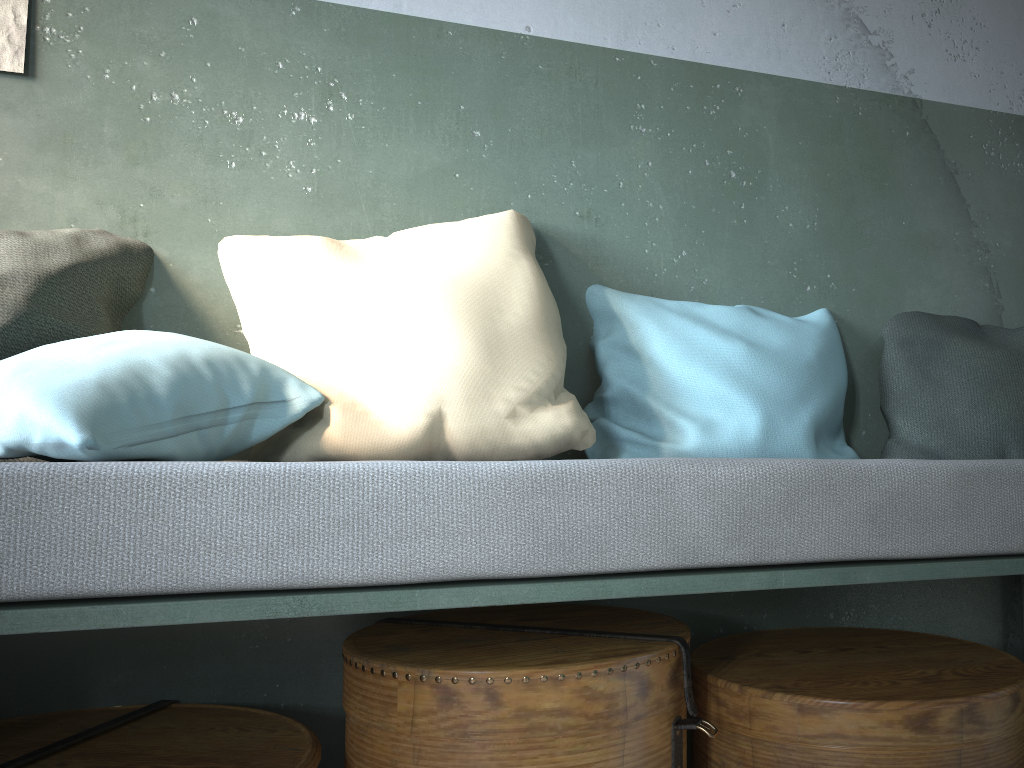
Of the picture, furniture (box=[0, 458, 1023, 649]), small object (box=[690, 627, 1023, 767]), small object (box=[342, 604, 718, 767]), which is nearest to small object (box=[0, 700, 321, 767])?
small object (box=[342, 604, 718, 767])

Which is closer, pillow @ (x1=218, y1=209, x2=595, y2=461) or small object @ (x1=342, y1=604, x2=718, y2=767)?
small object @ (x1=342, y1=604, x2=718, y2=767)

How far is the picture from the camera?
1.8m

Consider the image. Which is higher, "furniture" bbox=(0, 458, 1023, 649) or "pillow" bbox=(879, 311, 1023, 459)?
"pillow" bbox=(879, 311, 1023, 459)

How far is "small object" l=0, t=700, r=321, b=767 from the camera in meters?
1.4 m

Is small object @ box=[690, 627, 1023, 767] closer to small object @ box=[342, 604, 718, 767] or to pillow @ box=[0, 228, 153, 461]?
small object @ box=[342, 604, 718, 767]

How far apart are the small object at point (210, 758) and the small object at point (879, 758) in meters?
0.7

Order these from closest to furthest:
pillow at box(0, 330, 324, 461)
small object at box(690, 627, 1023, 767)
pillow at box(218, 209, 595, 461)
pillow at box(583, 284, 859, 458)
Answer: pillow at box(0, 330, 324, 461)
small object at box(690, 627, 1023, 767)
pillow at box(218, 209, 595, 461)
pillow at box(583, 284, 859, 458)

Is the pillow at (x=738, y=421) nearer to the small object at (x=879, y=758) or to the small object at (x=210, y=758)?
the small object at (x=879, y=758)

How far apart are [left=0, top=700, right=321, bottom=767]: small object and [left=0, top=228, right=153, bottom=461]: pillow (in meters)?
0.70
